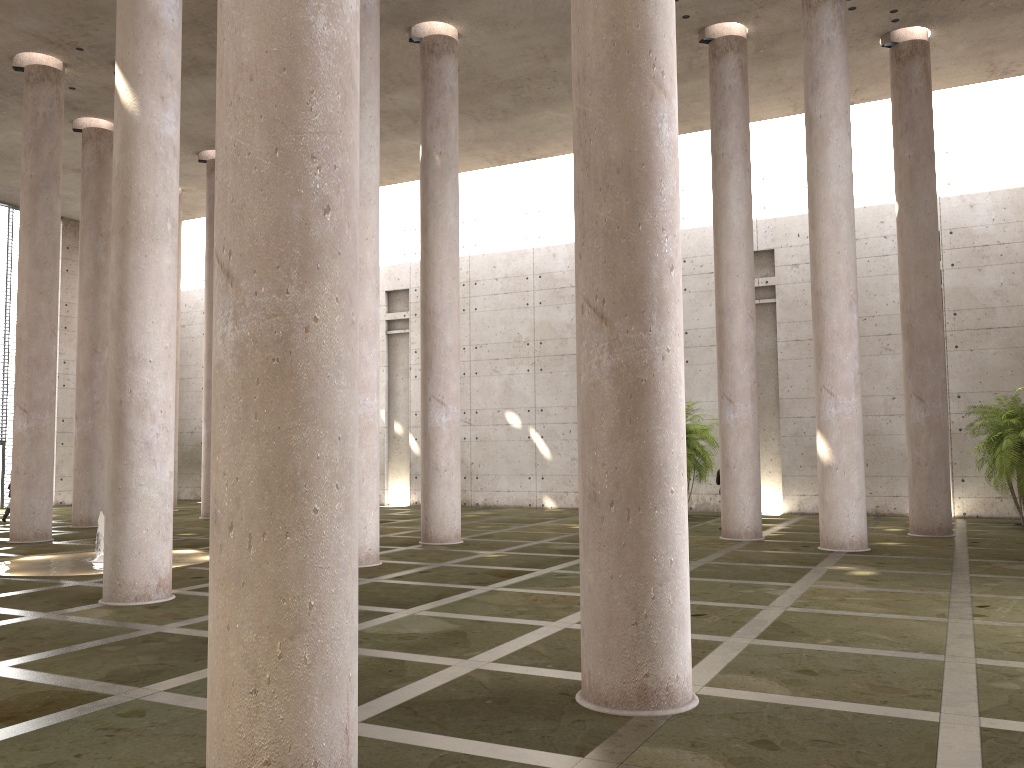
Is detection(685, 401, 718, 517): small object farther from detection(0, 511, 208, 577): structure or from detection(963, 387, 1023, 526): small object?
detection(0, 511, 208, 577): structure

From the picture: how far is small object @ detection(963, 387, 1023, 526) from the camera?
19.5 meters

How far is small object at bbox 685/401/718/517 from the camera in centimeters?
2296cm

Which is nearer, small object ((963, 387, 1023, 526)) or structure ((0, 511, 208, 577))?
structure ((0, 511, 208, 577))

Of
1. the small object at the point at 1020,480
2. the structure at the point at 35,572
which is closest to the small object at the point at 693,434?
the small object at the point at 1020,480

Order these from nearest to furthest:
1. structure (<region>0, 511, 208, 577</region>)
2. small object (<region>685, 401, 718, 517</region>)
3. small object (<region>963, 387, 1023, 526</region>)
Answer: structure (<region>0, 511, 208, 577</region>) < small object (<region>963, 387, 1023, 526</region>) < small object (<region>685, 401, 718, 517</region>)

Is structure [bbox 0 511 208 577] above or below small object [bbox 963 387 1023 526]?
below

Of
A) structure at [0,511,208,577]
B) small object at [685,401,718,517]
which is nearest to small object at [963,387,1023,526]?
small object at [685,401,718,517]

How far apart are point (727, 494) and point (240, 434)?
14.4m

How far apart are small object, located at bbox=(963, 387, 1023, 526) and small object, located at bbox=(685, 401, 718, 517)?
6.4 meters
